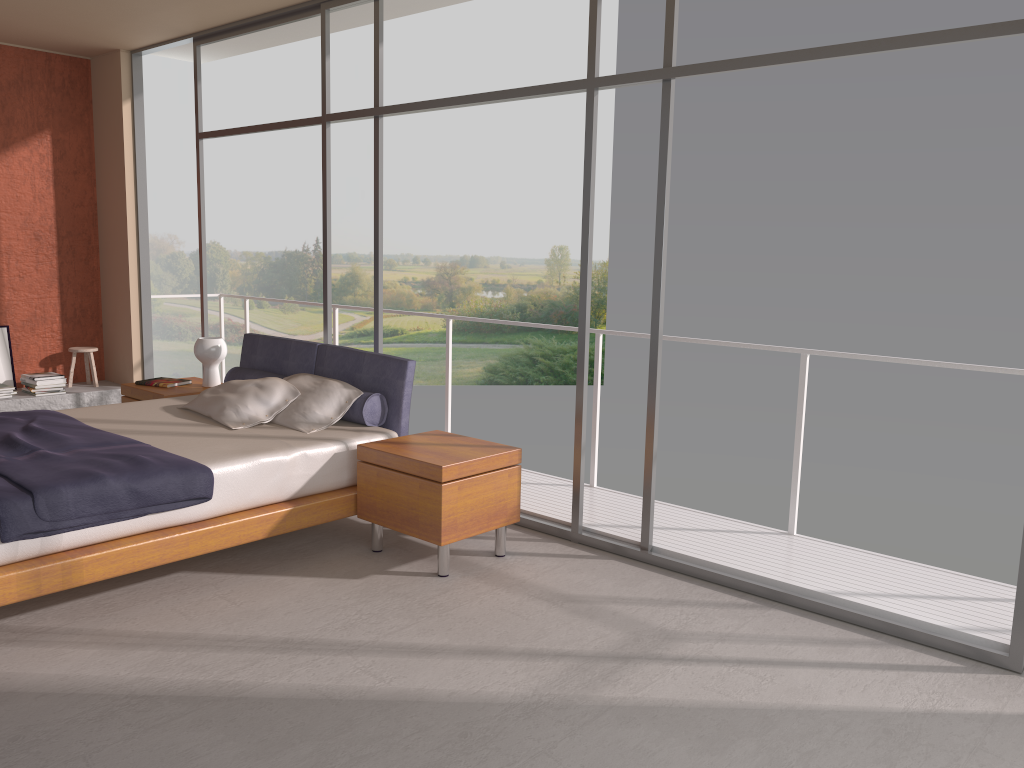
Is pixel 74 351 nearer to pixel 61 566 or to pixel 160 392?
pixel 160 392

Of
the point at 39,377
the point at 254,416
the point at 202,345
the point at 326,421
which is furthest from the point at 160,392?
the point at 39,377

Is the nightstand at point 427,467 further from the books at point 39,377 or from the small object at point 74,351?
the small object at point 74,351

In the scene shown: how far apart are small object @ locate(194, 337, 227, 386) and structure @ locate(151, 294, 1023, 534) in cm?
157

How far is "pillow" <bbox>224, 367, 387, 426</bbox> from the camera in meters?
4.9 m

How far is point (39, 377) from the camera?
7.4 meters

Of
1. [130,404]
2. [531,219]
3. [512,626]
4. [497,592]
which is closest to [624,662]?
[512,626]

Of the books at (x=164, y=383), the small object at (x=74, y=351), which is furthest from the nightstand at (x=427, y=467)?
the small object at (x=74, y=351)

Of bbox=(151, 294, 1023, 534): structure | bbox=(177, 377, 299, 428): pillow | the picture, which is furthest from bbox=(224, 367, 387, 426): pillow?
the picture

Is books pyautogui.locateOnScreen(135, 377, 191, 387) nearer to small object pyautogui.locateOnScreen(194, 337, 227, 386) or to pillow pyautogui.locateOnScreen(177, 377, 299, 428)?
small object pyautogui.locateOnScreen(194, 337, 227, 386)
